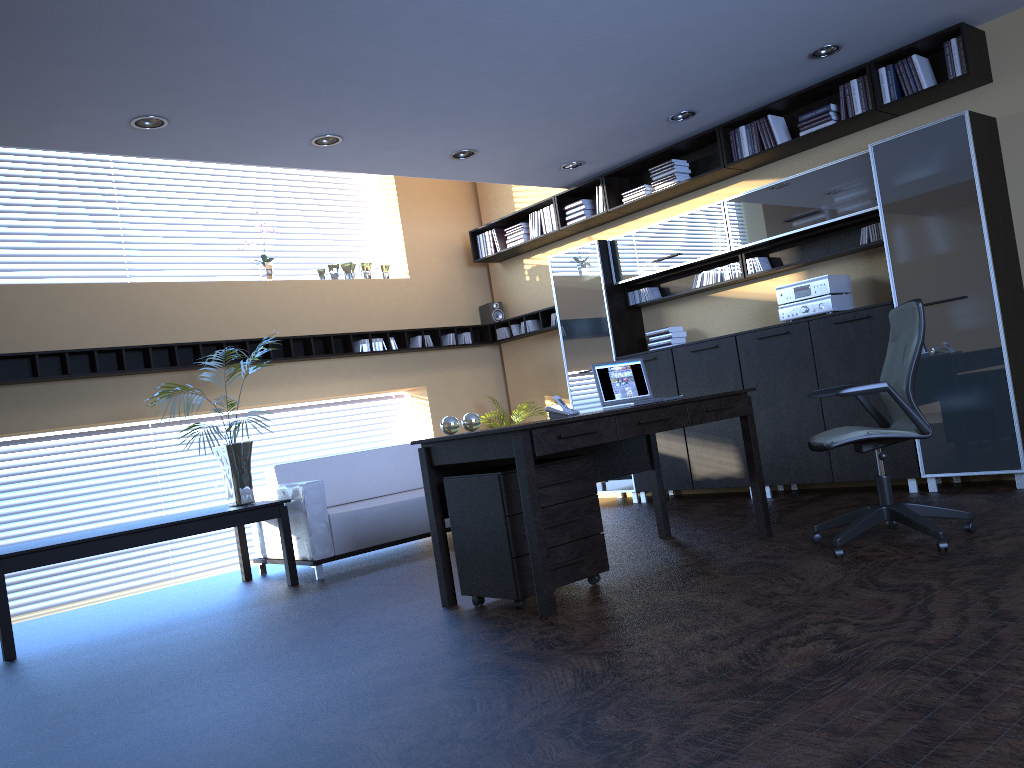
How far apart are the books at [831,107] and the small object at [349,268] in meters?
4.5 m

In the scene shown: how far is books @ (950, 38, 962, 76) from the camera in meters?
5.7 m

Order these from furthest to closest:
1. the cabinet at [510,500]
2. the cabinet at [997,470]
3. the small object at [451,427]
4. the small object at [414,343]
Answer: the small object at [414,343]
the cabinet at [997,470]
the small object at [451,427]
the cabinet at [510,500]

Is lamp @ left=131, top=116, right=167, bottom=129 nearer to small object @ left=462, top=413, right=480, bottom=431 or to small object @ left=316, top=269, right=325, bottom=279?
small object @ left=462, top=413, right=480, bottom=431

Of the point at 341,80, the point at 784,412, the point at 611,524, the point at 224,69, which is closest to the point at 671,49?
the point at 341,80

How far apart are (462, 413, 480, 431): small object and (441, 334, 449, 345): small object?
4.55m

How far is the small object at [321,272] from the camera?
8.7m

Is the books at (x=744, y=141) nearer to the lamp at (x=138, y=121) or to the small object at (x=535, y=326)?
the small object at (x=535, y=326)

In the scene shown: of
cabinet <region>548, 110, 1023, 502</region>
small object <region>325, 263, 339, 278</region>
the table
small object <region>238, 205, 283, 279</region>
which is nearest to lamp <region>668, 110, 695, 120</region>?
cabinet <region>548, 110, 1023, 502</region>

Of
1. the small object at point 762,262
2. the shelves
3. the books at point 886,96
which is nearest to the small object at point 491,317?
the shelves
